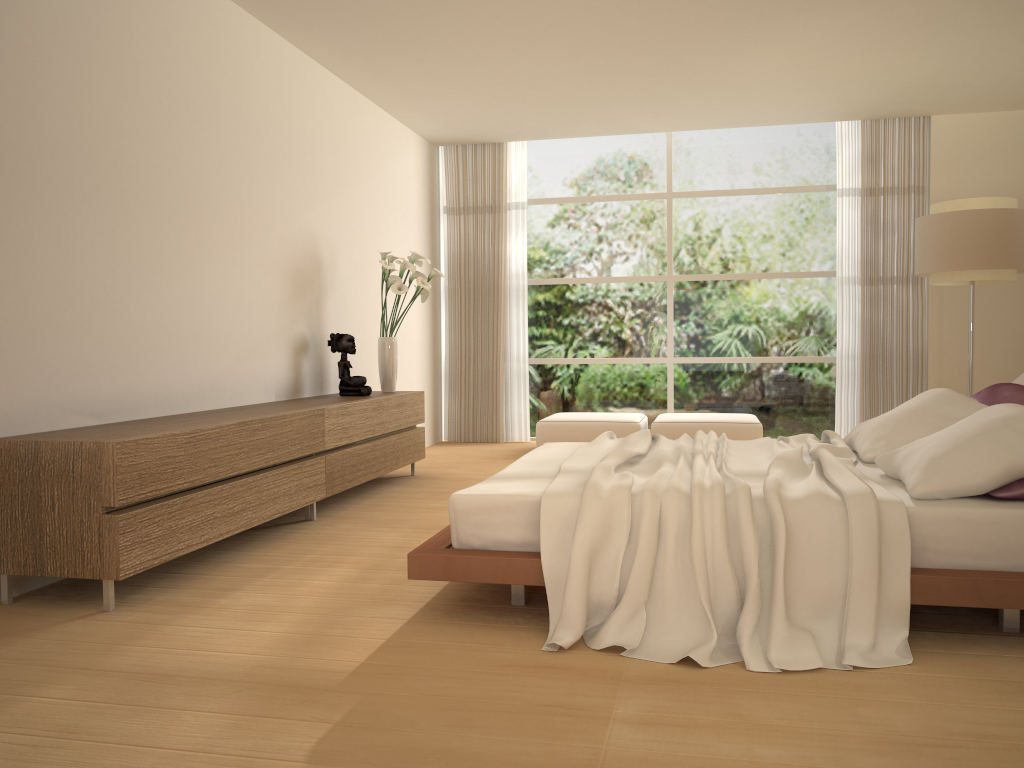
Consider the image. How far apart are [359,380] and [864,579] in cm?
412

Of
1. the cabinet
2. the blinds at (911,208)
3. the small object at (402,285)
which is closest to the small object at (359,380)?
the cabinet

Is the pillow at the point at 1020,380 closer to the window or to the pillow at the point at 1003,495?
the pillow at the point at 1003,495

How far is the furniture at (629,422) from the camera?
7.8m

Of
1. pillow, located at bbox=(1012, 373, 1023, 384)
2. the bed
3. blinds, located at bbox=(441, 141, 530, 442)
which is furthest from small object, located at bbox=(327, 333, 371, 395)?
pillow, located at bbox=(1012, 373, 1023, 384)

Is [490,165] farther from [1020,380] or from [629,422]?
[1020,380]

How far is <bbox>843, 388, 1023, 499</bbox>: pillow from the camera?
3.0 meters

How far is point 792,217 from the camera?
8.8m

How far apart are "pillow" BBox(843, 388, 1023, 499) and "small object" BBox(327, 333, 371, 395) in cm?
326

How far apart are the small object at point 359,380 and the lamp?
4.1m
